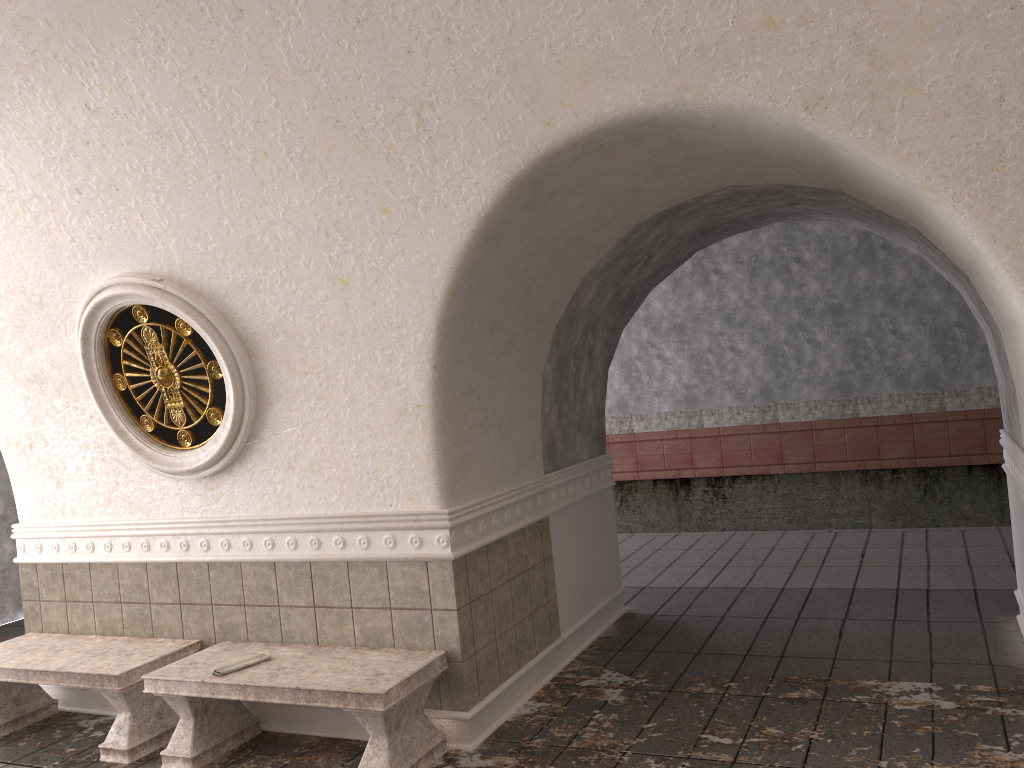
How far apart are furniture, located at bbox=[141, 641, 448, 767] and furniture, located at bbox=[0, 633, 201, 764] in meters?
0.2 m

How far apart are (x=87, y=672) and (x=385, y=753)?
1.9m

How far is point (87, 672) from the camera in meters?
4.8

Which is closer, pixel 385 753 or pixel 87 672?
pixel 385 753

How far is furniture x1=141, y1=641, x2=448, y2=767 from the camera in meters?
4.1 m

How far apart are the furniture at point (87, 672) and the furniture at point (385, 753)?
0.21m

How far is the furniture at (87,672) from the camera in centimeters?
482cm

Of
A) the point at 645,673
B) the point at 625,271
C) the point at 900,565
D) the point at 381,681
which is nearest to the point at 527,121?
the point at 625,271

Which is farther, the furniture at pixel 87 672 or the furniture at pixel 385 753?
the furniture at pixel 87 672

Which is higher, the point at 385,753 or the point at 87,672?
the point at 87,672
